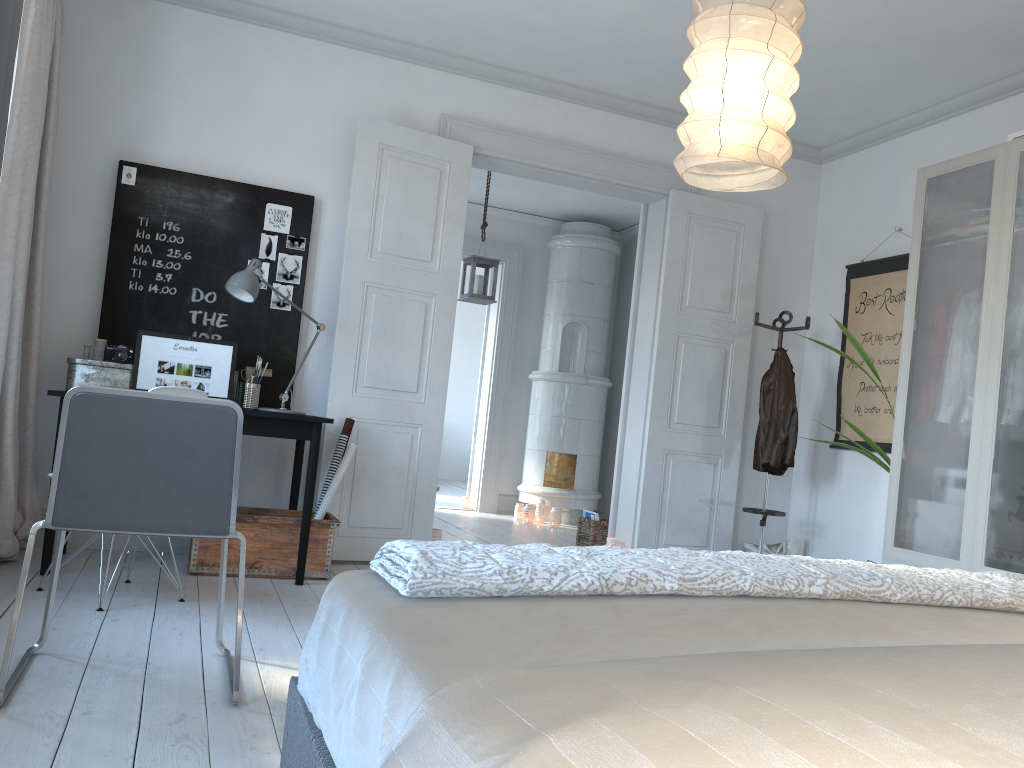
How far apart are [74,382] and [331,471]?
1.2 meters

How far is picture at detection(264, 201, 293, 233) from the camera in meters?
4.6

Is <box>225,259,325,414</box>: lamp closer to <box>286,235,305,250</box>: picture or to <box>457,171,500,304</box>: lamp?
<box>286,235,305,250</box>: picture

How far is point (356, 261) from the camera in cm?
465

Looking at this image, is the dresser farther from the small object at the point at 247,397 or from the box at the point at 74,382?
the box at the point at 74,382

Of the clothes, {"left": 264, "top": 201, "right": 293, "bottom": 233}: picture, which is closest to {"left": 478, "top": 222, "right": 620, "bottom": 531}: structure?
the clothes

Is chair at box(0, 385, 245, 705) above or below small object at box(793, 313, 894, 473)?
below

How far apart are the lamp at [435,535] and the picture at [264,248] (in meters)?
1.76

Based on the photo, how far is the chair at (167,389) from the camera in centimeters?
323cm

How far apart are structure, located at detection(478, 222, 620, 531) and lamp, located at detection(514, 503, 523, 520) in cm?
8
